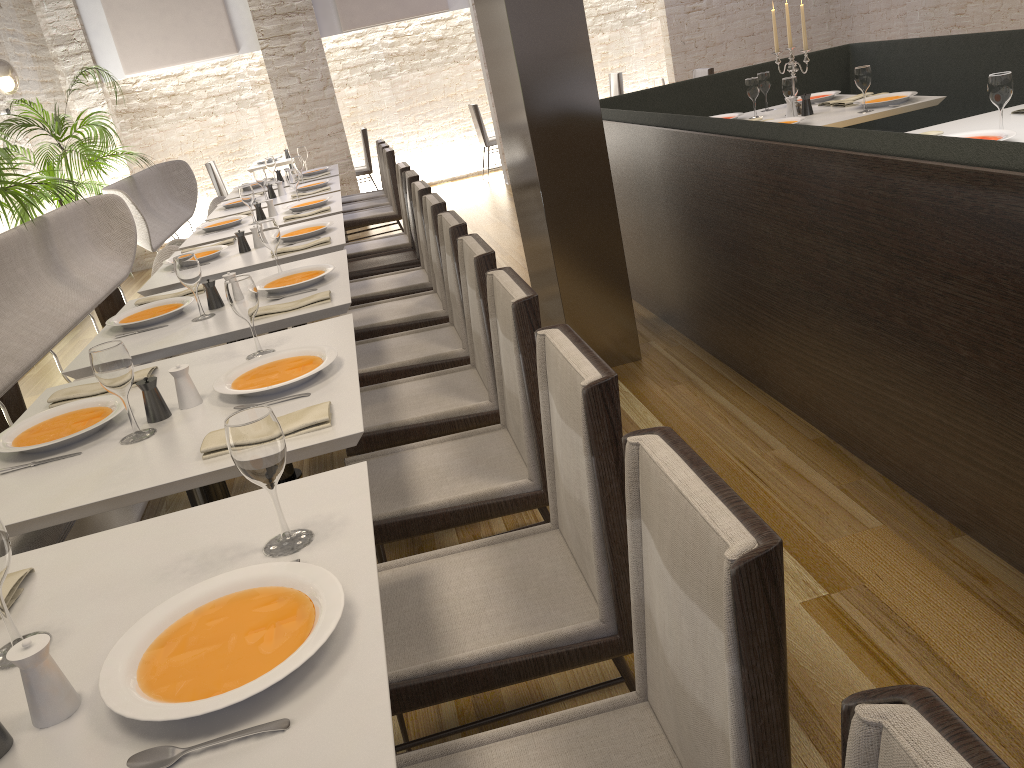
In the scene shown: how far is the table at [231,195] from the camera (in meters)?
7.26

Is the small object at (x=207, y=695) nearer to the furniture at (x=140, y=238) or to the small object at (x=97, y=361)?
the small object at (x=97, y=361)

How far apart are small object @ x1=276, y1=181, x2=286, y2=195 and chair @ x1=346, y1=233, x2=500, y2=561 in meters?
4.0

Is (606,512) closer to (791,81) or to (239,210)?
(791,81)

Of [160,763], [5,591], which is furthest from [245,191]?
[160,763]

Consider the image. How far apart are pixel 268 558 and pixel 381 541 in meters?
0.7

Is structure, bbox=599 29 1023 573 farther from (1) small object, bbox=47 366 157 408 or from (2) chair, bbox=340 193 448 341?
(1) small object, bbox=47 366 157 408

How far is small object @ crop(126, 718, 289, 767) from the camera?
1.01m

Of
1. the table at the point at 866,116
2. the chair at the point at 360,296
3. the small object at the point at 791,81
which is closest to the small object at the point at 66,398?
the chair at the point at 360,296

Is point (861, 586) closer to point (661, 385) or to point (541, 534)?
point (541, 534)
